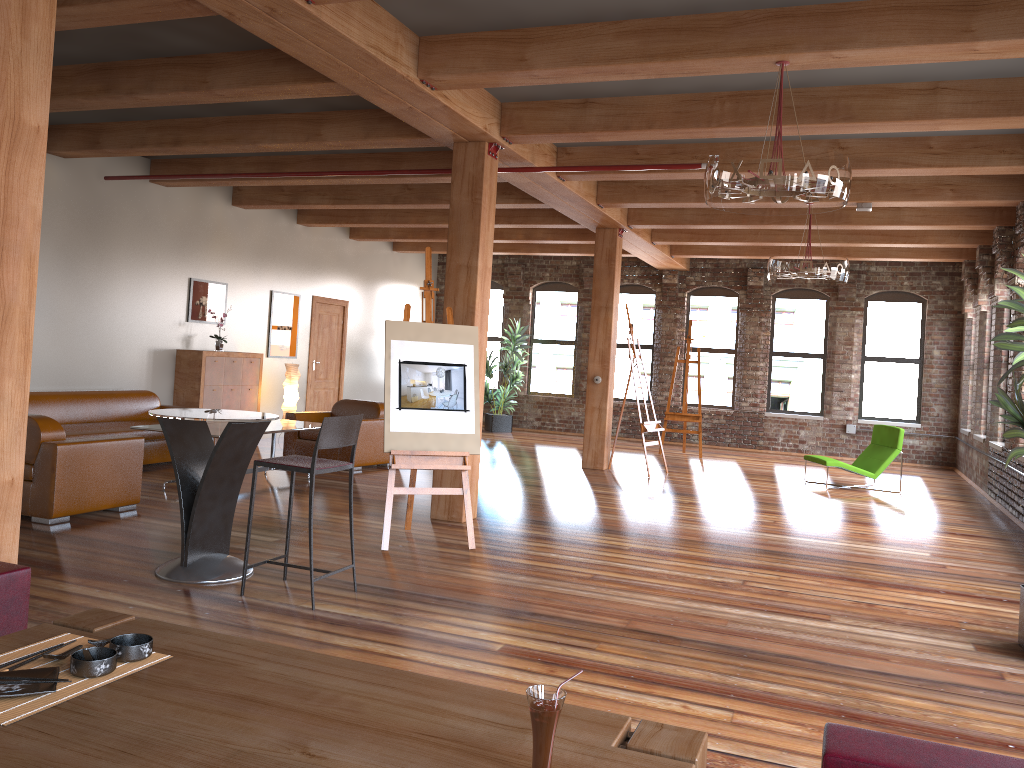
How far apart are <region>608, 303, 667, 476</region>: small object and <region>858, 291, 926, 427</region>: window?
5.14m

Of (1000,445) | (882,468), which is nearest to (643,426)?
(882,468)

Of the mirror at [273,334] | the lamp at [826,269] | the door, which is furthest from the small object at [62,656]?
the door

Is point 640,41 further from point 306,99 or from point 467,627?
point 467,627

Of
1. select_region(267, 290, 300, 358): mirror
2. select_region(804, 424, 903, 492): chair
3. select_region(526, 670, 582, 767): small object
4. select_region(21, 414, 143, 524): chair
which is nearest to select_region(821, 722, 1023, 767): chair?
select_region(526, 670, 582, 767): small object

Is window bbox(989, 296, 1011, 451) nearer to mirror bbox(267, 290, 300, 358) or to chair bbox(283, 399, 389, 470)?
A: chair bbox(283, 399, 389, 470)

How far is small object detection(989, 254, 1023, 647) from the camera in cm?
439

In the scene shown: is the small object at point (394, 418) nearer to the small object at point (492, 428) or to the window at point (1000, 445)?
the window at point (1000, 445)

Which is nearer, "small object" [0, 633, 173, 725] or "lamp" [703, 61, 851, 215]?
"small object" [0, 633, 173, 725]

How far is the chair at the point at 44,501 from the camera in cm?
615
